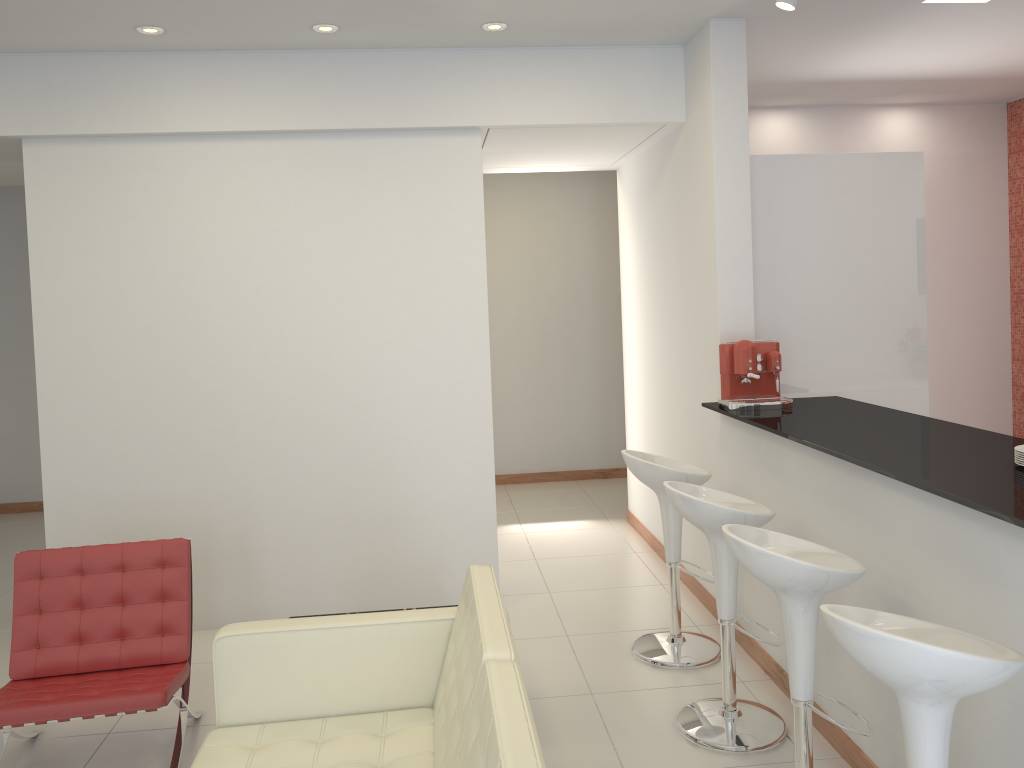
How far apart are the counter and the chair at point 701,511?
0.31m

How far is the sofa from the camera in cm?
208

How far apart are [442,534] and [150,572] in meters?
1.8 m

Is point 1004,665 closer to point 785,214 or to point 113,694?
point 113,694

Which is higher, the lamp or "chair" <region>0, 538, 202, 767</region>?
the lamp

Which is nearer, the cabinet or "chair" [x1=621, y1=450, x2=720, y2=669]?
"chair" [x1=621, y1=450, x2=720, y2=669]

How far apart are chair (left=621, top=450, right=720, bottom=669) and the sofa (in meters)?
1.47

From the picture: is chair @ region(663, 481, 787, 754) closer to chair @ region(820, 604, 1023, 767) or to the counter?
the counter

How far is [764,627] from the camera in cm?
378

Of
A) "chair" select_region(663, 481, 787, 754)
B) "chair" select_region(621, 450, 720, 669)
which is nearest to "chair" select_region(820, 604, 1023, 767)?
"chair" select_region(663, 481, 787, 754)
